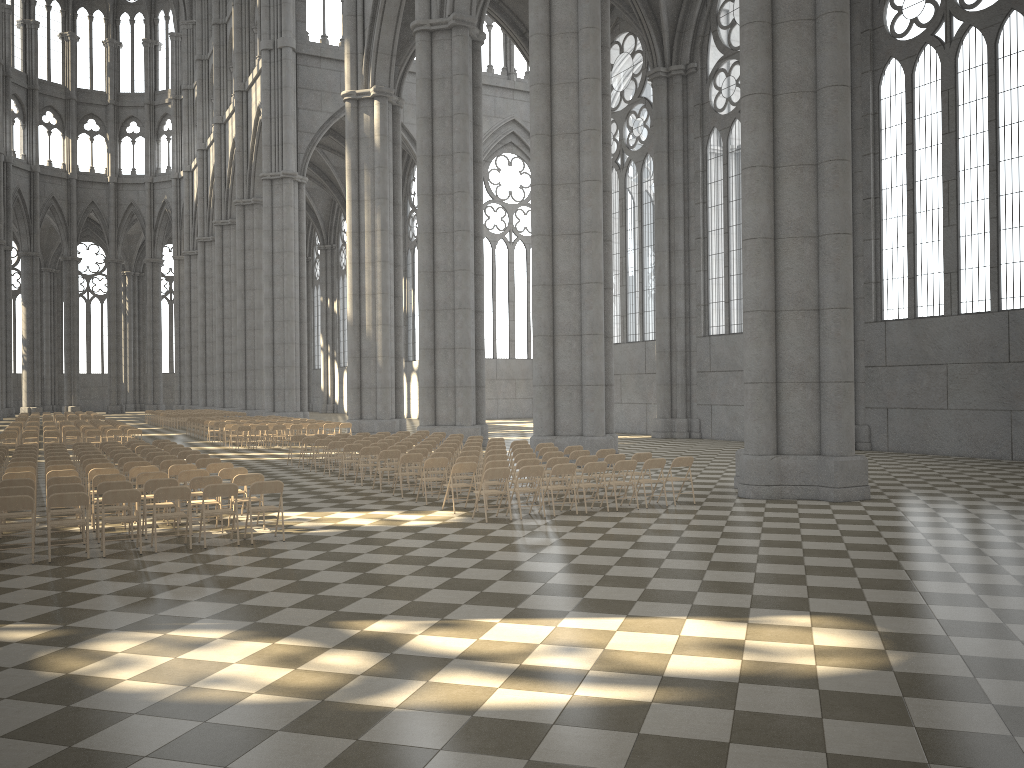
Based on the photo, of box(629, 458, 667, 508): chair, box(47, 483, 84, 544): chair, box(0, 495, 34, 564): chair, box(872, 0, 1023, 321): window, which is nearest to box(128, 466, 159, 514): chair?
box(47, 483, 84, 544): chair

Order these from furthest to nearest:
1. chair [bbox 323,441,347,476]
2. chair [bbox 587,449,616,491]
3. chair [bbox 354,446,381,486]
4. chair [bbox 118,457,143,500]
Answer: chair [bbox 323,441,347,476] → chair [bbox 354,446,381,486] → chair [bbox 587,449,616,491] → chair [bbox 118,457,143,500]

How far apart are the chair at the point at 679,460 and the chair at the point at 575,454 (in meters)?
2.33

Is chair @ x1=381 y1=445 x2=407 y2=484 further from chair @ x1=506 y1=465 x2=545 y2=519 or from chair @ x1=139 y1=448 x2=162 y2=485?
chair @ x1=506 y1=465 x2=545 y2=519

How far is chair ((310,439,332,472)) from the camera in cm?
2135

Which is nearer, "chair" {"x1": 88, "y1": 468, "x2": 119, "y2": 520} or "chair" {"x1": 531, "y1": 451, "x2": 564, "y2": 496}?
"chair" {"x1": 88, "y1": 468, "x2": 119, "y2": 520}

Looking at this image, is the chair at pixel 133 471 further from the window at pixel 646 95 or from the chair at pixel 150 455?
the window at pixel 646 95

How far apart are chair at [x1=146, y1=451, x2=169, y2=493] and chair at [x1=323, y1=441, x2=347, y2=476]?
4.12m

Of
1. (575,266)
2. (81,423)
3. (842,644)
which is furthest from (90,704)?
(81,423)

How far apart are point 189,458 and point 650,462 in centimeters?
861cm
